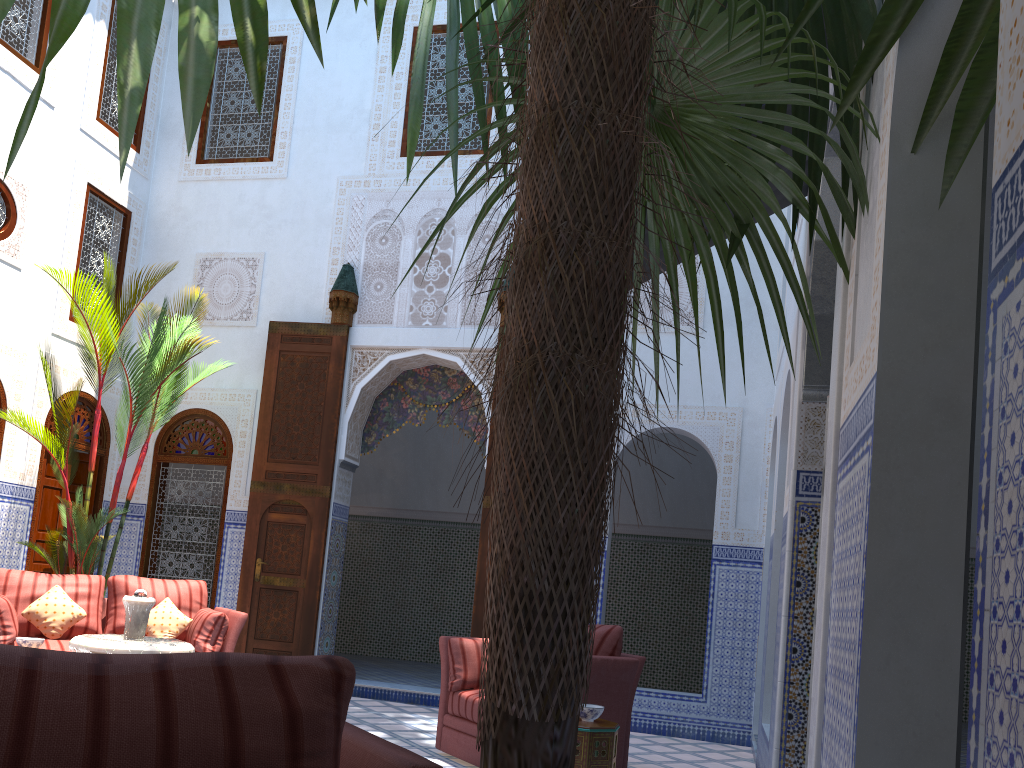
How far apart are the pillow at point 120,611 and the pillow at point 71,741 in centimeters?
421cm

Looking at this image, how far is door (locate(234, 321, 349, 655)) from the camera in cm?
577

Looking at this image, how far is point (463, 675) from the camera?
3.9 meters

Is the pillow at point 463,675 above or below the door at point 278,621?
below

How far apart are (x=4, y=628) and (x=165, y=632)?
0.79m

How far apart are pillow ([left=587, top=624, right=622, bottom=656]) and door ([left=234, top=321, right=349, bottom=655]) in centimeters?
253cm

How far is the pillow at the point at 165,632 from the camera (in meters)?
4.64

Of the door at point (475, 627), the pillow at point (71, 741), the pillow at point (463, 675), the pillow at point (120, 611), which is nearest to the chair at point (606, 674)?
the pillow at point (463, 675)

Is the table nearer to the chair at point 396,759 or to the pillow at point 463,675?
the pillow at point 463,675

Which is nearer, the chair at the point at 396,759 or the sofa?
the chair at the point at 396,759
